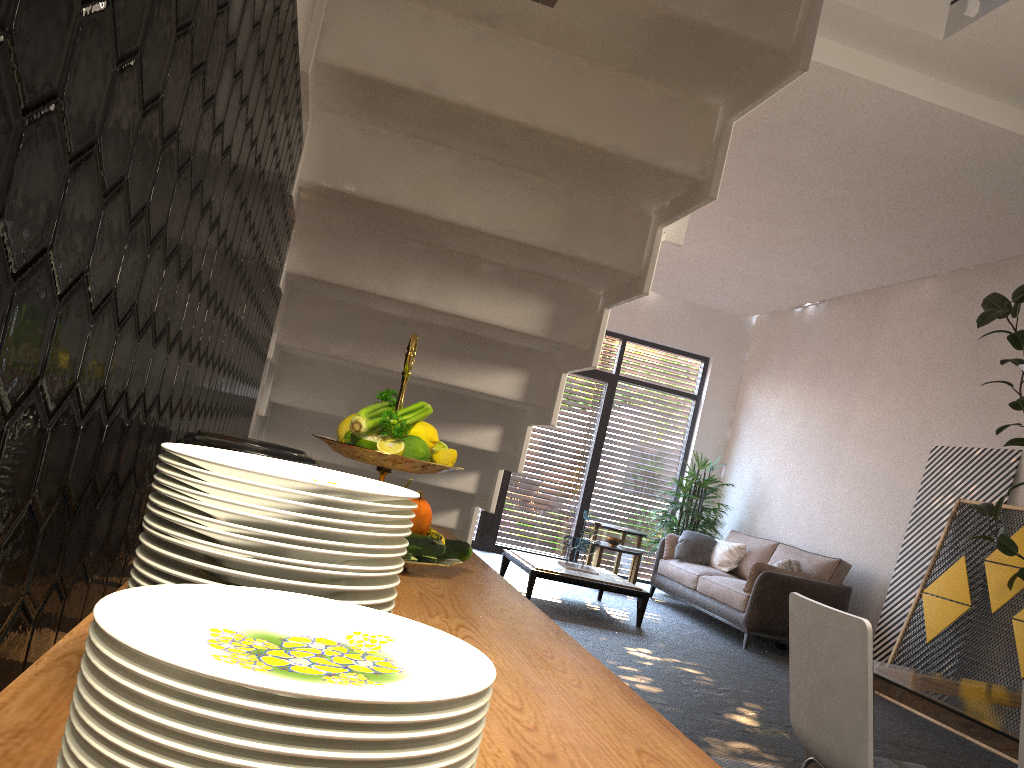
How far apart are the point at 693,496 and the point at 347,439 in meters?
8.6

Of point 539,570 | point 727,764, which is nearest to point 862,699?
point 727,764

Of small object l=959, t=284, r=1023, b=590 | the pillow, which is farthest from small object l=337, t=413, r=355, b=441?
the pillow

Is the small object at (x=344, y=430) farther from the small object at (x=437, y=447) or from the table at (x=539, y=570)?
the table at (x=539, y=570)

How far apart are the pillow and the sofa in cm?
5

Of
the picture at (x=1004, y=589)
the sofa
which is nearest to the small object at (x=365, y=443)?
the picture at (x=1004, y=589)

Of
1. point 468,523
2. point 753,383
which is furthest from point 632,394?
point 468,523

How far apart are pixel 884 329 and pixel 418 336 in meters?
6.9 m

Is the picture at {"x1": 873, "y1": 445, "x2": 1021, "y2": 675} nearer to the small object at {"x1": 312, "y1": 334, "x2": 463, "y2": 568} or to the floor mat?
the floor mat

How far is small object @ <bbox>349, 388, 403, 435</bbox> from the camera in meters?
1.5 m
